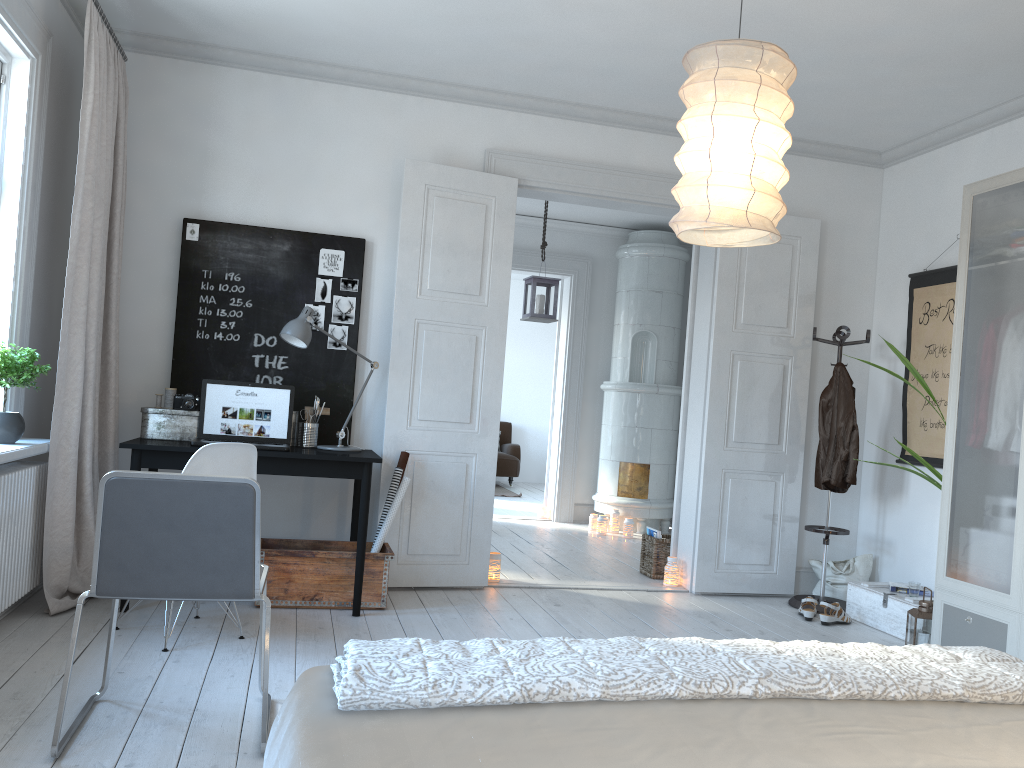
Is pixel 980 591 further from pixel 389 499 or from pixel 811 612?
pixel 389 499

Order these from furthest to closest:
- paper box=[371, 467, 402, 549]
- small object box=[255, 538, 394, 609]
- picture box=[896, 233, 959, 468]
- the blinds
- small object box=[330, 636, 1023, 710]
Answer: picture box=[896, 233, 959, 468]
paper box=[371, 467, 402, 549]
small object box=[255, 538, 394, 609]
the blinds
small object box=[330, 636, 1023, 710]

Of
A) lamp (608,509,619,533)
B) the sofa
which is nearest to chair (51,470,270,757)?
lamp (608,509,619,533)

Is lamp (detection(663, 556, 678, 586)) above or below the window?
below

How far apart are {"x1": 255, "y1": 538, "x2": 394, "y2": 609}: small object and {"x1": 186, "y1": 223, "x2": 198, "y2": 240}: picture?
1.6m

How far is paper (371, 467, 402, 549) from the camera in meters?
4.6

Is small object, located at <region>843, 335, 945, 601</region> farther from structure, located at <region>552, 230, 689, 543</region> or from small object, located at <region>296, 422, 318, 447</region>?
structure, located at <region>552, 230, 689, 543</region>

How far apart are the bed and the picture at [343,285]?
3.4m

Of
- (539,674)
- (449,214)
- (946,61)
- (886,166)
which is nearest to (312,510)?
(449,214)

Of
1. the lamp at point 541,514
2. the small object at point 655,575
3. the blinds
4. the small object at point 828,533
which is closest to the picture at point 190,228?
the blinds
